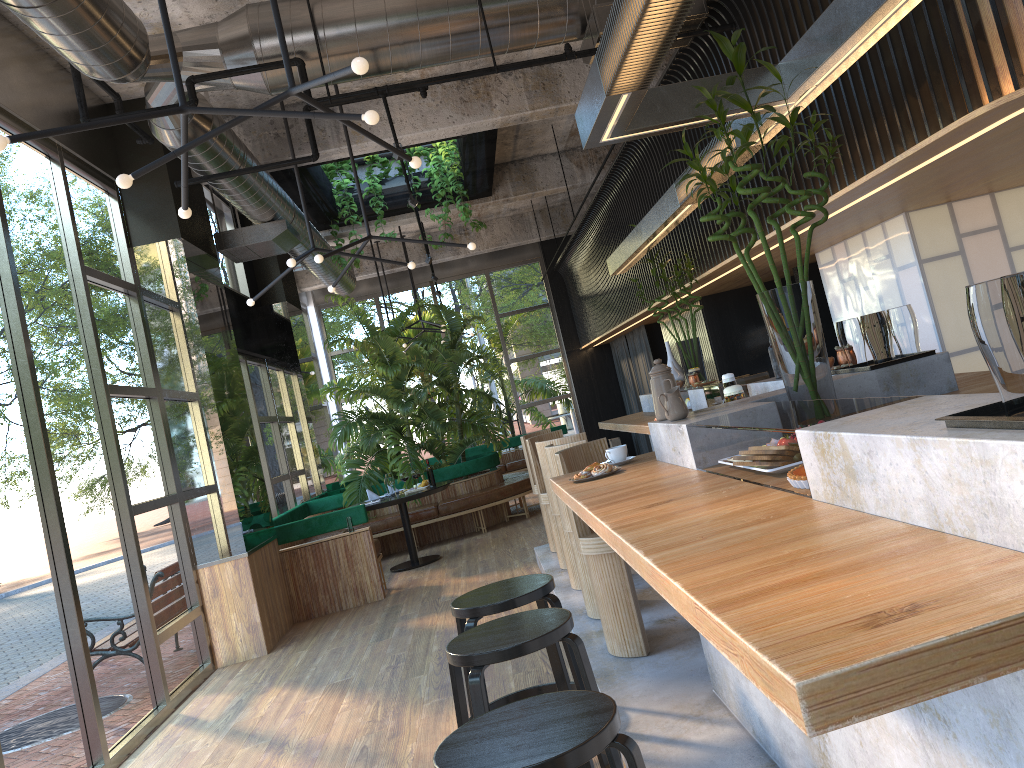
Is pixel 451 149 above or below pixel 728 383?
above

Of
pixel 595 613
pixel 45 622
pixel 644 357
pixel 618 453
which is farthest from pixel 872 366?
pixel 644 357

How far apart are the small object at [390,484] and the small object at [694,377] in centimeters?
398cm

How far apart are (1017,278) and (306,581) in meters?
7.6

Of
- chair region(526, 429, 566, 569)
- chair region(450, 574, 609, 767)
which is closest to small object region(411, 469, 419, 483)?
chair region(526, 429, 566, 569)

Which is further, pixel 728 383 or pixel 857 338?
pixel 728 383

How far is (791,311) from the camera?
3.0 meters

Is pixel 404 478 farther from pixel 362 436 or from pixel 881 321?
pixel 881 321

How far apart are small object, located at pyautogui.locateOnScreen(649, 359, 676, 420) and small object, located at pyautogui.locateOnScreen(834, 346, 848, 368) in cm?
98

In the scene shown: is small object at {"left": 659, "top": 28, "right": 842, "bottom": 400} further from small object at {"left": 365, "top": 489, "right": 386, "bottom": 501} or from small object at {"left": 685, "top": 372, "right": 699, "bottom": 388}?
small object at {"left": 365, "top": 489, "right": 386, "bottom": 501}
